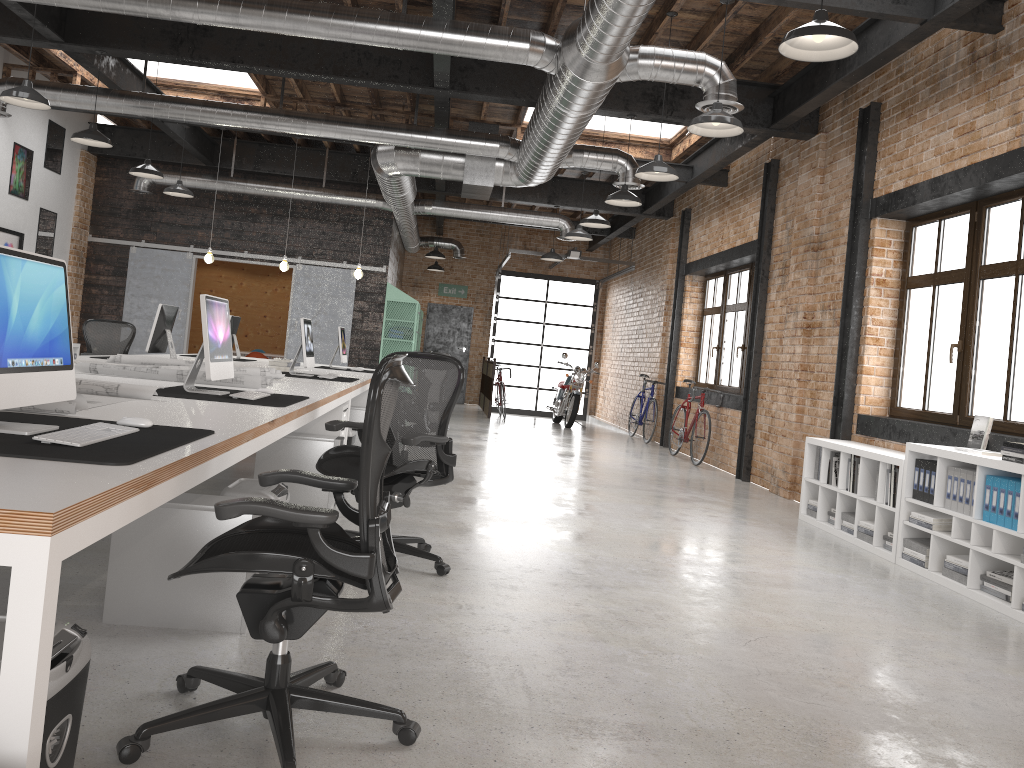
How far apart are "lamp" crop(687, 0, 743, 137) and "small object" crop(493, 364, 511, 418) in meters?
11.0 m

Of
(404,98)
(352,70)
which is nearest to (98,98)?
(352,70)

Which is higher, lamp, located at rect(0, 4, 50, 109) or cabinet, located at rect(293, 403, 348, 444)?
lamp, located at rect(0, 4, 50, 109)

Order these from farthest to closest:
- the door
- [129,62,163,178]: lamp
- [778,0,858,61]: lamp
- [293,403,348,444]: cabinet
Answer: the door < [129,62,163,178]: lamp < [293,403,348,444]: cabinet < [778,0,858,61]: lamp

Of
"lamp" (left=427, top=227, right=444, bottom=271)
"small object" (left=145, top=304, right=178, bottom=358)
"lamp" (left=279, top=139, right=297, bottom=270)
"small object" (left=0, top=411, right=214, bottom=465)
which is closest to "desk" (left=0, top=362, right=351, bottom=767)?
"small object" (left=0, top=411, right=214, bottom=465)

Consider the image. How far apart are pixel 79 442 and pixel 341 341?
7.94m

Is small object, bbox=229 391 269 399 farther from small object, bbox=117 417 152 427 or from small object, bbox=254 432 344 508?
small object, bbox=117 417 152 427

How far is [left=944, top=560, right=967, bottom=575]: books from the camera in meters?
5.2

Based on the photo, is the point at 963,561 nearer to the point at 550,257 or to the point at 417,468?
the point at 417,468

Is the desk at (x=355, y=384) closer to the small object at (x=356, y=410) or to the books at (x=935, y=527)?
the small object at (x=356, y=410)
